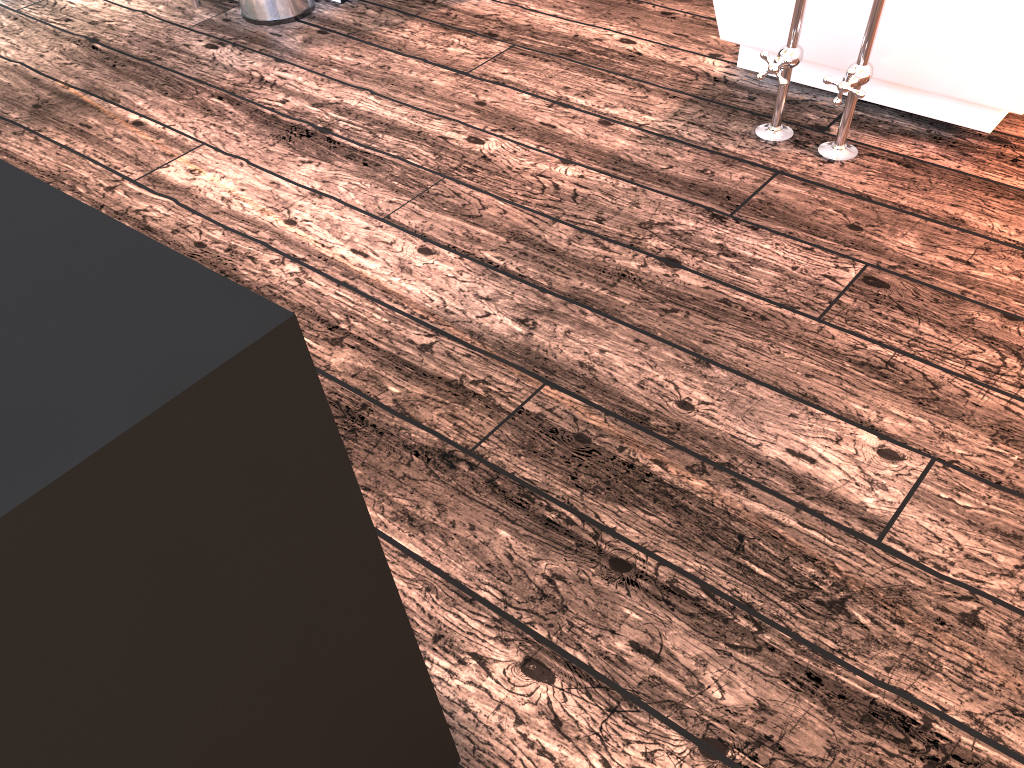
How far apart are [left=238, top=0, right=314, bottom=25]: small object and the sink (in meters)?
0.14

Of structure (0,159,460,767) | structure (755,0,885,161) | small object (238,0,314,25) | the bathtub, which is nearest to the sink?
small object (238,0,314,25)

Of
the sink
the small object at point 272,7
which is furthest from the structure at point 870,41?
the sink

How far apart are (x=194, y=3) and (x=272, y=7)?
0.26m

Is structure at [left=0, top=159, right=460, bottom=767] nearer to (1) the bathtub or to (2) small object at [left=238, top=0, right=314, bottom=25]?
(1) the bathtub

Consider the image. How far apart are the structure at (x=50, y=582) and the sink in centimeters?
245cm

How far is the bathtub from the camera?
1.8m

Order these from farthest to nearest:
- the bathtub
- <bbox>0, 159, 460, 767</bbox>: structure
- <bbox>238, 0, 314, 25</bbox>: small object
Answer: <bbox>238, 0, 314, 25</bbox>: small object, the bathtub, <bbox>0, 159, 460, 767</bbox>: structure

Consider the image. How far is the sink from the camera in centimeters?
271cm

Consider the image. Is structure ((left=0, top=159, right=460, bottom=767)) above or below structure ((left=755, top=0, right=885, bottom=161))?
above
